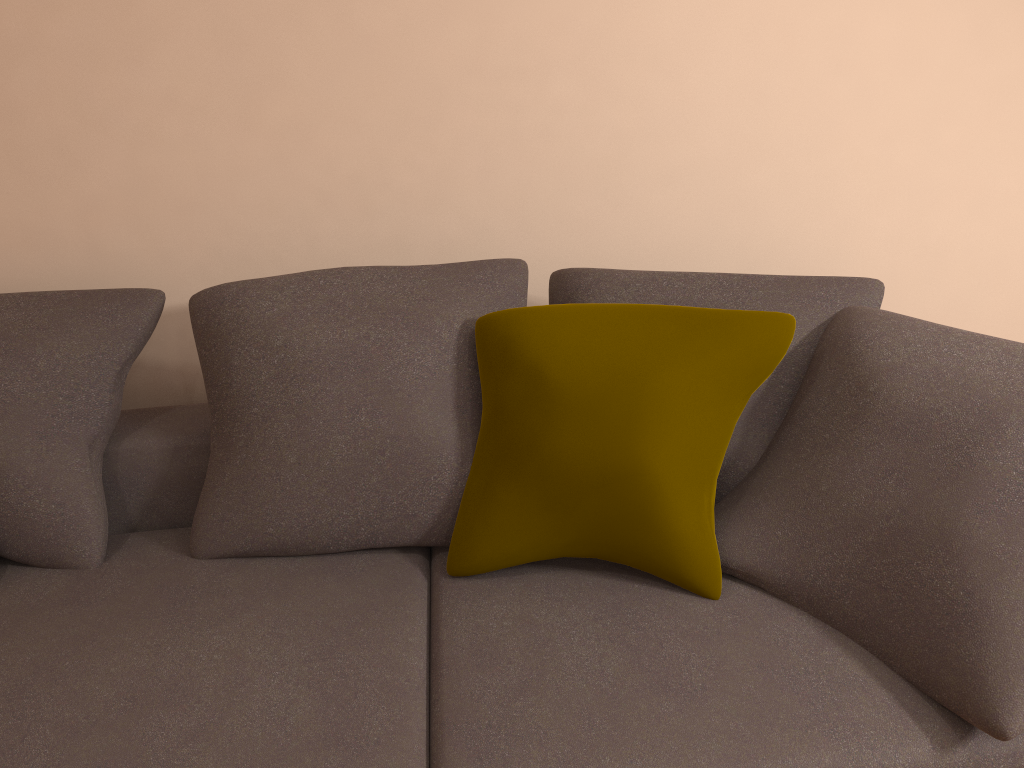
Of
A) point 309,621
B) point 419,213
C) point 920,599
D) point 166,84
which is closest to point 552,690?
point 309,621

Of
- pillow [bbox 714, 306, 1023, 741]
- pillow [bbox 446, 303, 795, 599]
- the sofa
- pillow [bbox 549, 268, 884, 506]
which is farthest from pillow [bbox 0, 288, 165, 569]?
pillow [bbox 714, 306, 1023, 741]

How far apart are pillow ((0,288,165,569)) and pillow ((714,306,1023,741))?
1.31m

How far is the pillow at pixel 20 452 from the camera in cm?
190

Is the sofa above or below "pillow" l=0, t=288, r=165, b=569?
below

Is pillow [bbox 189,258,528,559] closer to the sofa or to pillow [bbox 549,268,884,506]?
the sofa

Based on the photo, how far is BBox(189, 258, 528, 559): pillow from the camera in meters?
1.8 m

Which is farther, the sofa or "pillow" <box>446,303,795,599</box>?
"pillow" <box>446,303,795,599</box>

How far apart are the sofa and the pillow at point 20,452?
0.01m

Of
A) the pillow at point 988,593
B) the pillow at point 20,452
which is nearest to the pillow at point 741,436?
the pillow at point 988,593
